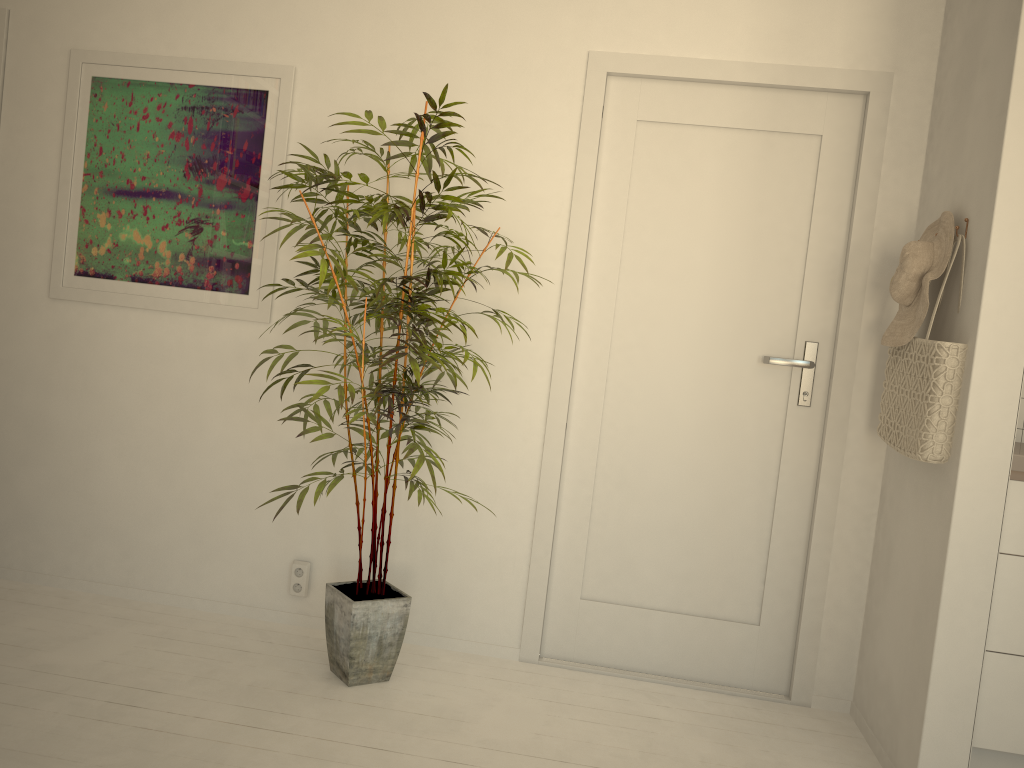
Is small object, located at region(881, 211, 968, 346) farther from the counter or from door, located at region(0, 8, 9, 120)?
door, located at region(0, 8, 9, 120)

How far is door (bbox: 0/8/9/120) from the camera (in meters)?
3.13

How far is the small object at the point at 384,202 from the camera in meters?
2.4

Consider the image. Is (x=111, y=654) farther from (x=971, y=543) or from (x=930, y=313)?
(x=930, y=313)

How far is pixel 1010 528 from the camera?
2.25m

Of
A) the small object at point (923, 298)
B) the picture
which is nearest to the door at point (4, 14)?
the picture

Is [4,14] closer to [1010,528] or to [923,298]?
[923,298]

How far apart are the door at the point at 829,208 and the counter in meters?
0.5 m

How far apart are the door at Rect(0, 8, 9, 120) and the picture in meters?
0.3

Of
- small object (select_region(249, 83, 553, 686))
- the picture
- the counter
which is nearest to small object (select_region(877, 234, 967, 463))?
the counter
